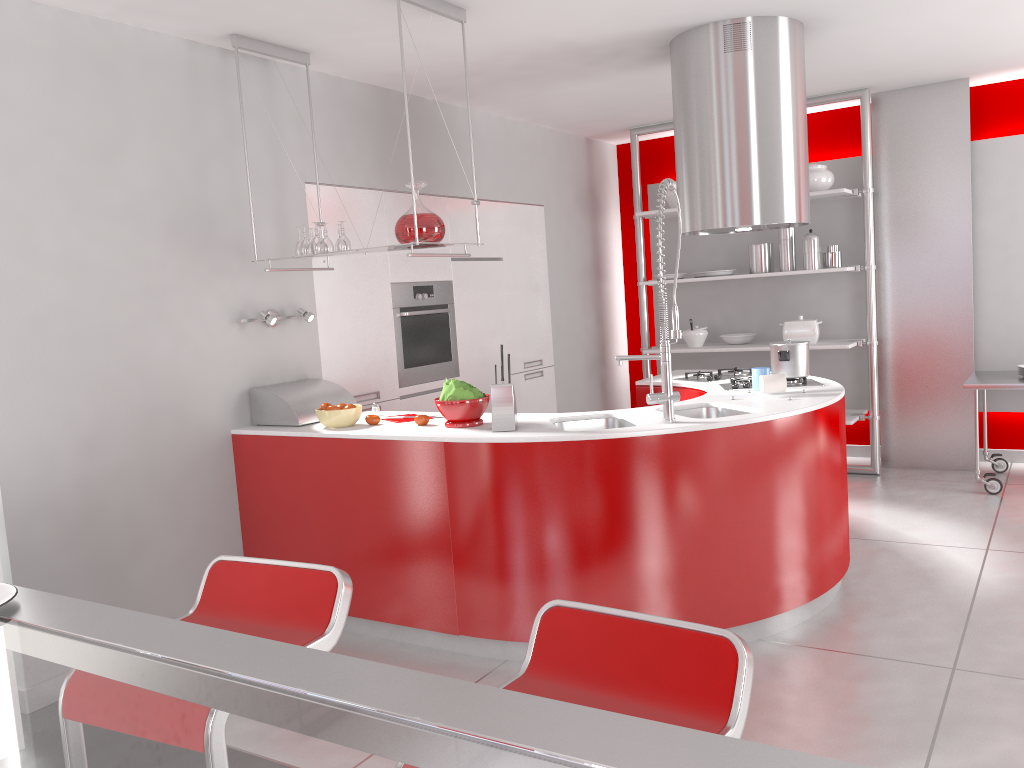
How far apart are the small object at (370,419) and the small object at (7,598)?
2.50m

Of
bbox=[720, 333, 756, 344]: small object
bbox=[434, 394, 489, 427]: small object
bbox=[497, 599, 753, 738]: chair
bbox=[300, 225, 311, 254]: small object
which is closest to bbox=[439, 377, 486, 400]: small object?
bbox=[434, 394, 489, 427]: small object

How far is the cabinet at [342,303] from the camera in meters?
4.7

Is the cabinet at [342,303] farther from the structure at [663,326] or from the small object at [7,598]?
the small object at [7,598]

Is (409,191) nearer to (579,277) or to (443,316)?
(443,316)

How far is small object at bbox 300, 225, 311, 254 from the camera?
3.9m

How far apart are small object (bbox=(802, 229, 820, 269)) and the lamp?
3.5 meters

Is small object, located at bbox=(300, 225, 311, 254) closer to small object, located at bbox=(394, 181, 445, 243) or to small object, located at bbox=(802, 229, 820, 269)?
small object, located at bbox=(394, 181, 445, 243)

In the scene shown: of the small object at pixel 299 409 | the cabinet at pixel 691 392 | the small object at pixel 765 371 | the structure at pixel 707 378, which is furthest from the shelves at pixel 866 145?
the small object at pixel 299 409

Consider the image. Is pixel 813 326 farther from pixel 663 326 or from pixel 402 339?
pixel 663 326
